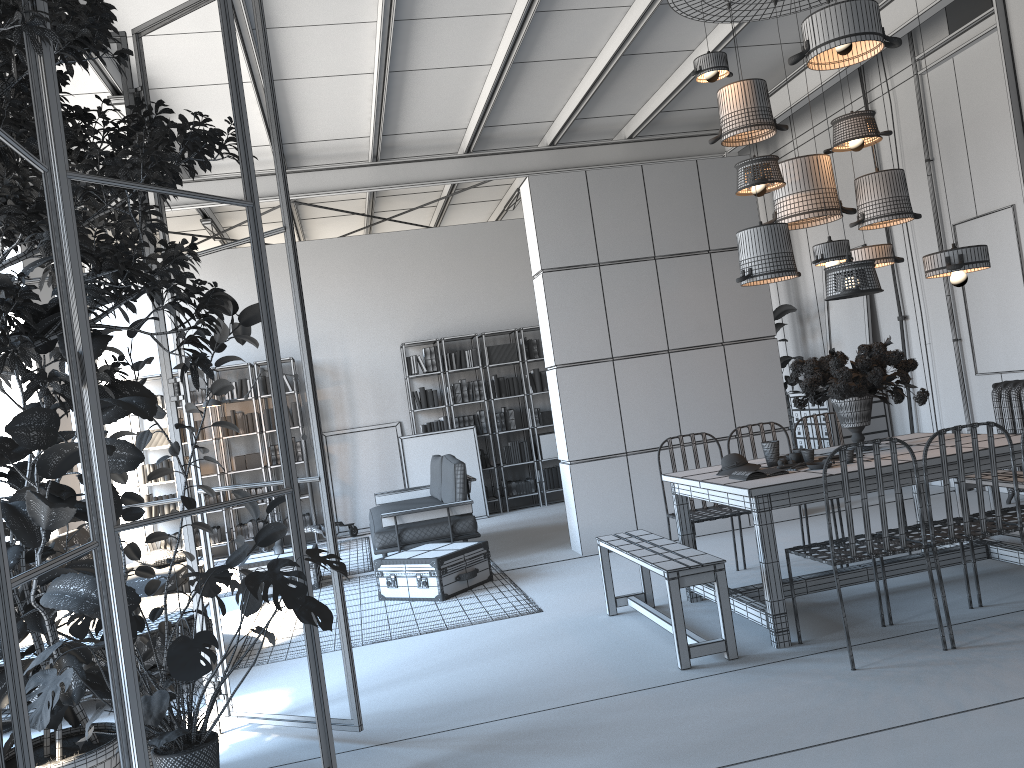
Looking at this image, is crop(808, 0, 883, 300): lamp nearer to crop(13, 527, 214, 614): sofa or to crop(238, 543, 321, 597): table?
crop(238, 543, 321, 597): table

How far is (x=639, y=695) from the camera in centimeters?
394cm

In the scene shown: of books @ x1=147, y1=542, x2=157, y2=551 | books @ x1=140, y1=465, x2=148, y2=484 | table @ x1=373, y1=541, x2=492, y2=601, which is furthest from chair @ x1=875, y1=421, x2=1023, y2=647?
books @ x1=140, y1=465, x2=148, y2=484

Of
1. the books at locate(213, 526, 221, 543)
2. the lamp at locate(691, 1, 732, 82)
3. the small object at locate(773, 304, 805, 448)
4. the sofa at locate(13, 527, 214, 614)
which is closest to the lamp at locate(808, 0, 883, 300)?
the lamp at locate(691, 1, 732, 82)

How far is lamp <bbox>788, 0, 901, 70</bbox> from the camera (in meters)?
4.64

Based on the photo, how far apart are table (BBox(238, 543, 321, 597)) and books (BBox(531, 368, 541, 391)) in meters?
4.2

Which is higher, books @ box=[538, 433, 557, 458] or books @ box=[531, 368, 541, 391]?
books @ box=[531, 368, 541, 391]

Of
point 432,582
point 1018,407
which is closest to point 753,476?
point 432,582

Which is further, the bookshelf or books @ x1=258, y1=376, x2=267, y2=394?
books @ x1=258, y1=376, x2=267, y2=394

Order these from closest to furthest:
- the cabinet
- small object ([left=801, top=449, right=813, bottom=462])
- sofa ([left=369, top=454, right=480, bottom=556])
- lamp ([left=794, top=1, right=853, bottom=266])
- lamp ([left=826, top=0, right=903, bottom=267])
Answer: small object ([left=801, top=449, right=813, bottom=462]) < lamp ([left=794, top=1, right=853, bottom=266]) < lamp ([left=826, top=0, right=903, bottom=267]) < sofa ([left=369, top=454, right=480, bottom=556]) < the cabinet
